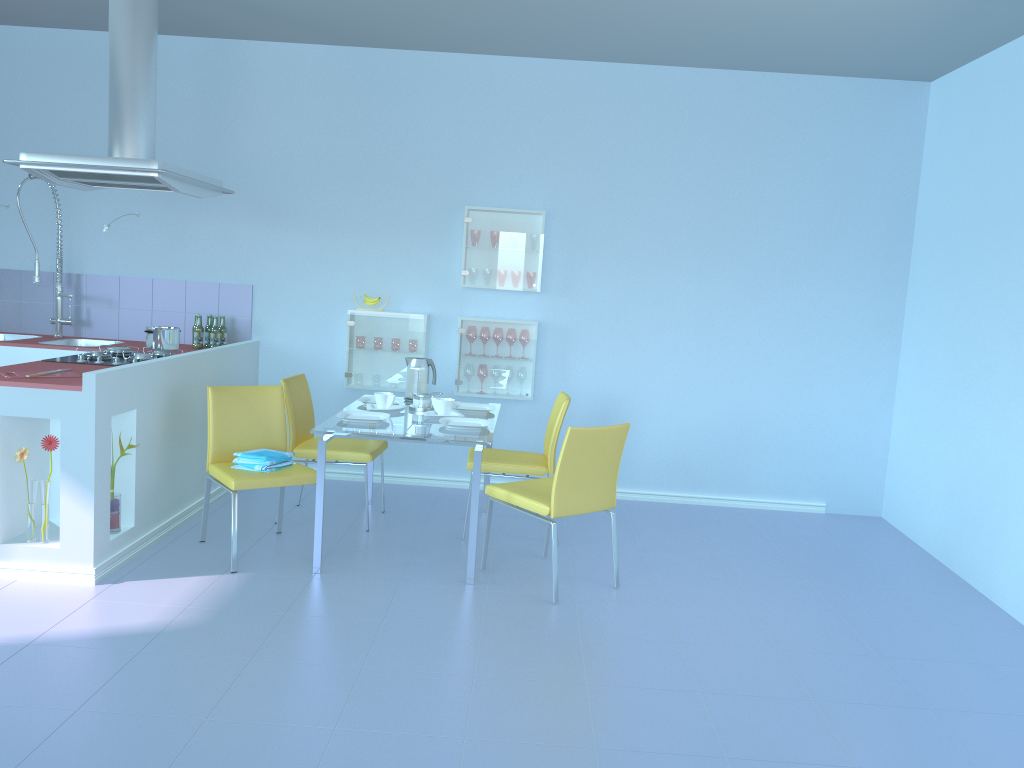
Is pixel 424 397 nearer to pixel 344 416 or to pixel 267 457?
pixel 344 416

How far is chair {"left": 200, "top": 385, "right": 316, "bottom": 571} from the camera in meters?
3.6 m

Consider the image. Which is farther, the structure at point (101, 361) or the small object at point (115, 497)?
the structure at point (101, 361)

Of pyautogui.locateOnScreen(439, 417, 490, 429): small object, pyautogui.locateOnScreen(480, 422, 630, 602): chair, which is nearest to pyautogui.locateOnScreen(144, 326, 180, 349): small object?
pyautogui.locateOnScreen(439, 417, 490, 429): small object

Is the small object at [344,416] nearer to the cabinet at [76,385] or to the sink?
the cabinet at [76,385]

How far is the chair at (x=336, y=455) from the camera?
4.24m

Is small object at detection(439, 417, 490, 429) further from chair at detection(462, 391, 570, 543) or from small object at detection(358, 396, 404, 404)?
small object at detection(358, 396, 404, 404)

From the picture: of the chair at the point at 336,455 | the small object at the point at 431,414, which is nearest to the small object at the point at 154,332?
the chair at the point at 336,455

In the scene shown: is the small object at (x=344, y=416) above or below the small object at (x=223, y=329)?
below

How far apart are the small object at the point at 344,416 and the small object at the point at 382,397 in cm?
18
